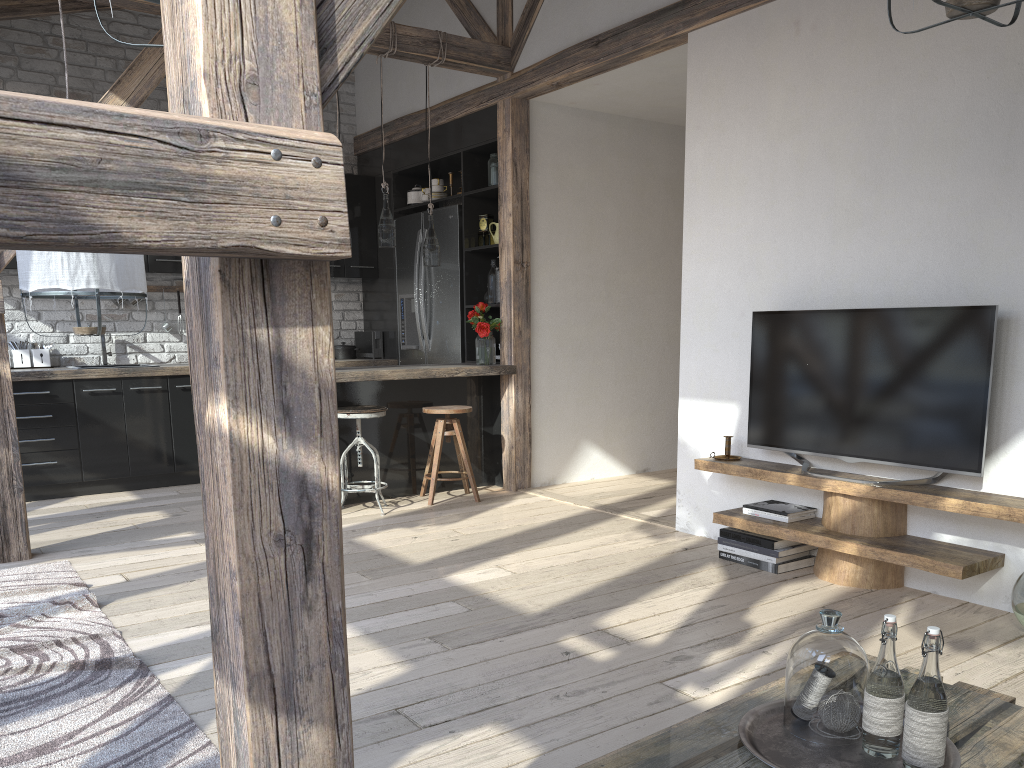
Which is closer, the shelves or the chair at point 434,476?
the shelves

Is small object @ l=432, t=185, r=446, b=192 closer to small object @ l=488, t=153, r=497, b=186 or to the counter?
small object @ l=488, t=153, r=497, b=186

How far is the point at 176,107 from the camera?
1.15m

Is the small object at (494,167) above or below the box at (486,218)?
above

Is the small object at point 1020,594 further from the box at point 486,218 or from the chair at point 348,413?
the box at point 486,218

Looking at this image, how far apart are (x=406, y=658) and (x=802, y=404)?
2.1 meters

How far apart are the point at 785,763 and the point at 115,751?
1.7m

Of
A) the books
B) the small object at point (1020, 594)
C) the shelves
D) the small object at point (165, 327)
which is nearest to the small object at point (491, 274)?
the shelves

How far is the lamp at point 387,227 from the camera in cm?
542

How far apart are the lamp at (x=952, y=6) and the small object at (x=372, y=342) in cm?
574
